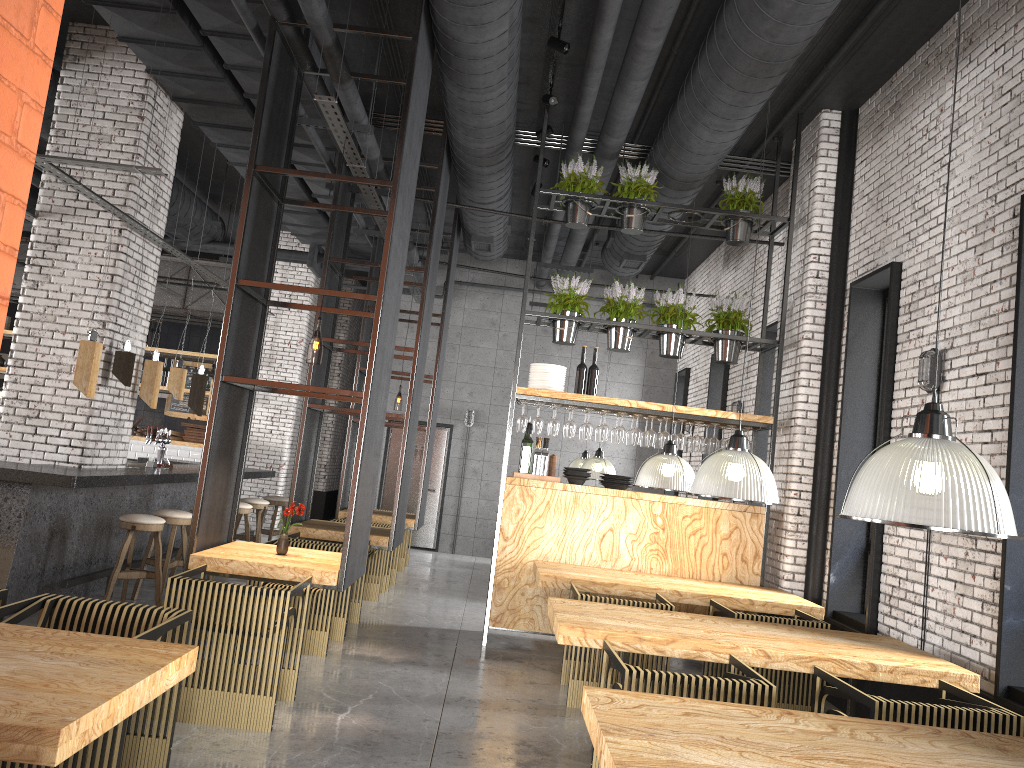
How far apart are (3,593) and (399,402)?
23.99m

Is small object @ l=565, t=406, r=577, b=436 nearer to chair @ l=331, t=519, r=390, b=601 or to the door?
chair @ l=331, t=519, r=390, b=601

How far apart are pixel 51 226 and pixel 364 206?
4.1 meters

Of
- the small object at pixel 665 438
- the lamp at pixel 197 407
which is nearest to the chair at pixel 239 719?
the small object at pixel 665 438

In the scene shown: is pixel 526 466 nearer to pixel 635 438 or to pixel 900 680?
pixel 635 438

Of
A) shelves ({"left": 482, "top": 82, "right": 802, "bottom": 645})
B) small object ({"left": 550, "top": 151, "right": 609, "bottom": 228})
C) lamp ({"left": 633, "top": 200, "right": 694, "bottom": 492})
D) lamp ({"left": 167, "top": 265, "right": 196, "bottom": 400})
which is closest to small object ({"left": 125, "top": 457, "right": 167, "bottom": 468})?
lamp ({"left": 167, "top": 265, "right": 196, "bottom": 400})

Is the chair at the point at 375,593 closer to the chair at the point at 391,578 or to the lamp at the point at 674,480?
the chair at the point at 391,578

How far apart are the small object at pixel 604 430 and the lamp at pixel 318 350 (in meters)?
2.56

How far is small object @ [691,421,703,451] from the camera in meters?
7.8

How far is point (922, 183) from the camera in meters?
6.4
